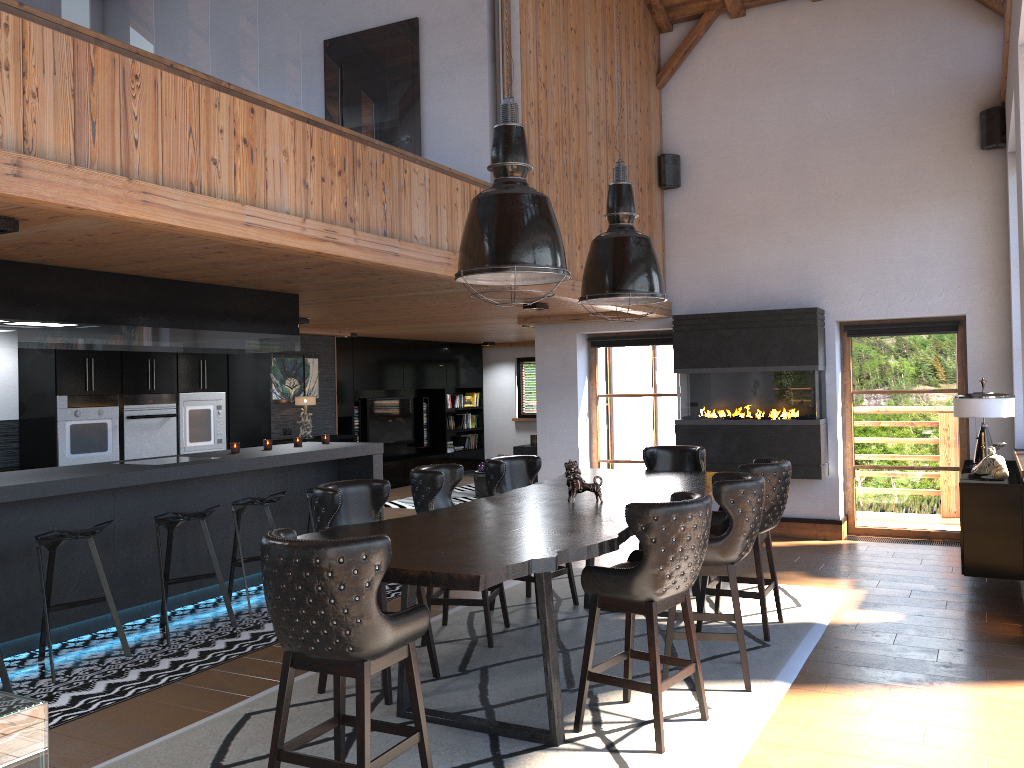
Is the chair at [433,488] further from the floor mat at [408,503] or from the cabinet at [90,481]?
the floor mat at [408,503]

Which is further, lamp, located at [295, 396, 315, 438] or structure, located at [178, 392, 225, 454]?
lamp, located at [295, 396, 315, 438]

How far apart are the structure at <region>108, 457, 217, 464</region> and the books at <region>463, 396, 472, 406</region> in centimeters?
984cm

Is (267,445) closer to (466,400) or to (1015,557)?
(1015,557)

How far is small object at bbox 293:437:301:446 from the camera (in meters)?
7.83

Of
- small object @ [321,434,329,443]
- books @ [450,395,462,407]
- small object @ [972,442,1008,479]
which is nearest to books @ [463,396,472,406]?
books @ [450,395,462,407]

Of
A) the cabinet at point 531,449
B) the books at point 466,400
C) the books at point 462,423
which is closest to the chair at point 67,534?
the cabinet at point 531,449

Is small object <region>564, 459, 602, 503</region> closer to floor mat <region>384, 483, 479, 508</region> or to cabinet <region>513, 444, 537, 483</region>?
cabinet <region>513, 444, 537, 483</region>

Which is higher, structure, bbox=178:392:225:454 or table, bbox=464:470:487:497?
structure, bbox=178:392:225:454

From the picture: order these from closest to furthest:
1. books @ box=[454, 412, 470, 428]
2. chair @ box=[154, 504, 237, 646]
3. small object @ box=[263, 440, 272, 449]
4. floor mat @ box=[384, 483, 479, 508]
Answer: chair @ box=[154, 504, 237, 646] → small object @ box=[263, 440, 272, 449] → floor mat @ box=[384, 483, 479, 508] → books @ box=[454, 412, 470, 428]
